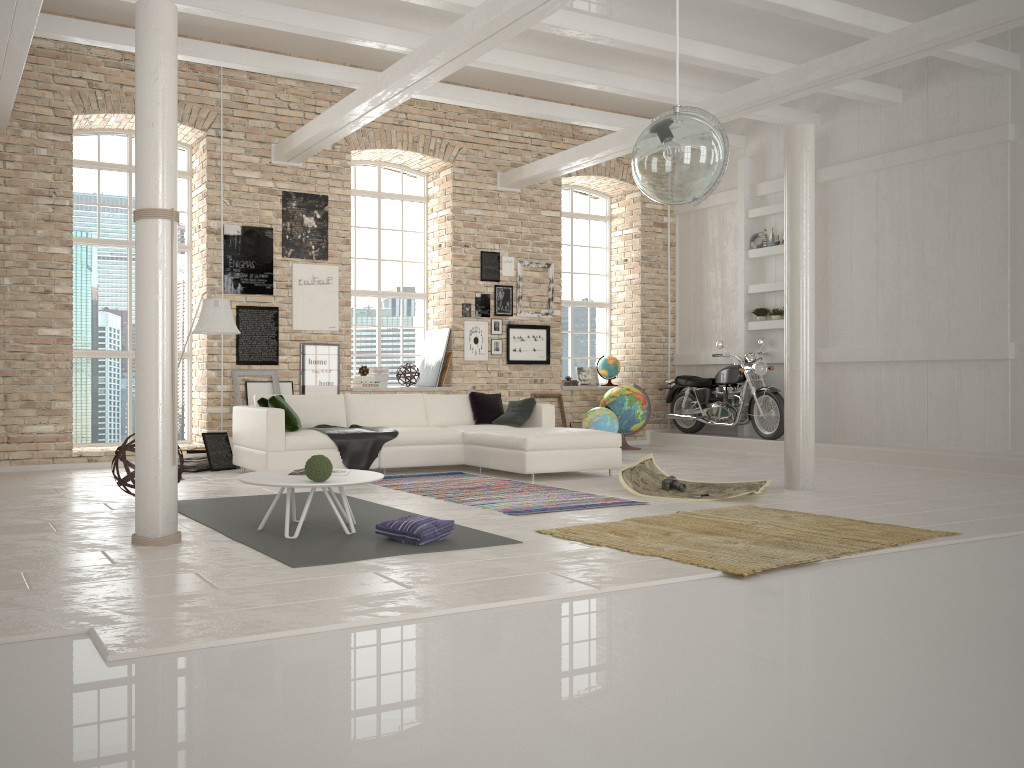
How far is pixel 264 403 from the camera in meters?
8.6

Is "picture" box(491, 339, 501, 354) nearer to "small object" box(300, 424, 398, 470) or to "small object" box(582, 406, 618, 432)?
"small object" box(582, 406, 618, 432)

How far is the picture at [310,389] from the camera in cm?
1053

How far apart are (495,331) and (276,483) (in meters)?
7.08

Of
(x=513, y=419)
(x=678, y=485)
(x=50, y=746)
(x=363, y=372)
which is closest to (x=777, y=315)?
(x=513, y=419)

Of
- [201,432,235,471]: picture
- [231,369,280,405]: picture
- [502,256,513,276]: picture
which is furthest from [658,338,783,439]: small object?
[201,432,235,471]: picture

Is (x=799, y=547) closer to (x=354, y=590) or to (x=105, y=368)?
(x=354, y=590)

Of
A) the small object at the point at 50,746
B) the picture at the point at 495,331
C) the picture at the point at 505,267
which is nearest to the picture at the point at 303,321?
the picture at the point at 495,331

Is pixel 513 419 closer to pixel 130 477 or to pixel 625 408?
pixel 625 408

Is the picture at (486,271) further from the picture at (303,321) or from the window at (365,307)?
the picture at (303,321)
